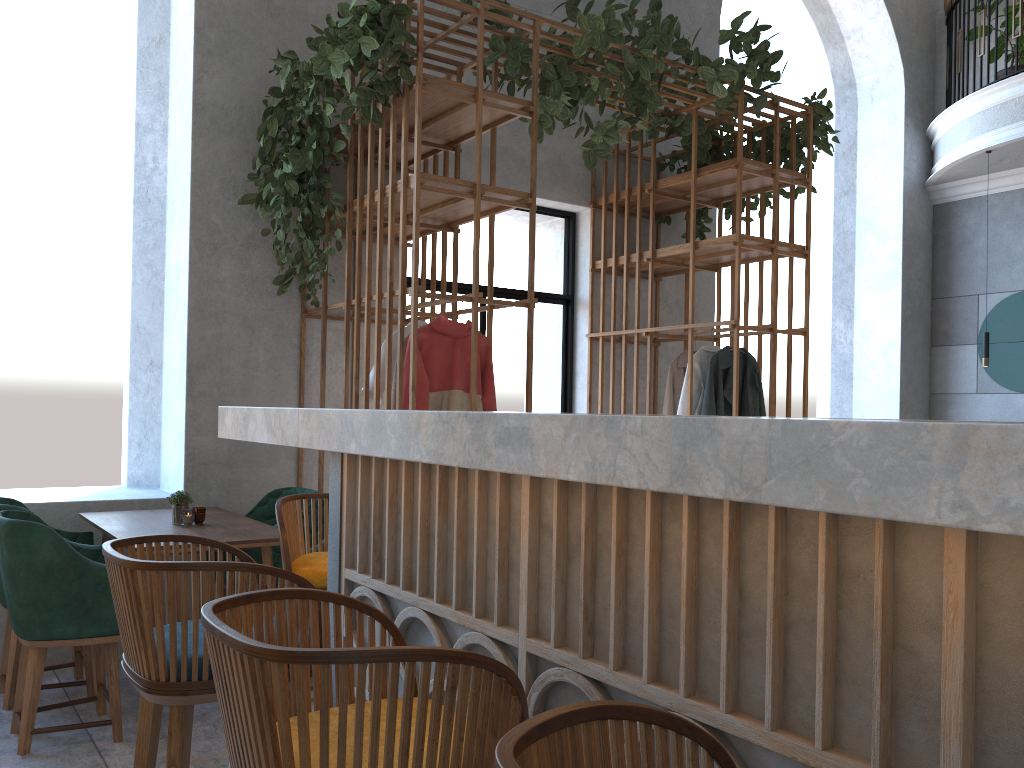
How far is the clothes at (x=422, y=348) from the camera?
4.1 meters

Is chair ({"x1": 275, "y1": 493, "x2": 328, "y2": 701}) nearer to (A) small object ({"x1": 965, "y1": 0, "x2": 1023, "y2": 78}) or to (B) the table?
(B) the table

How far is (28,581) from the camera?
3.1 meters

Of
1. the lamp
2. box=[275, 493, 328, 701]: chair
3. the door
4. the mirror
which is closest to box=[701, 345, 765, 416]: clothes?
the door

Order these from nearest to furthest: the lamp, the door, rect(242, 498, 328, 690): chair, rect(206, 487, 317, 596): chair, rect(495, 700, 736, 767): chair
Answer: rect(495, 700, 736, 767): chair < rect(242, 498, 328, 690): chair < rect(206, 487, 317, 596): chair < the door < the lamp

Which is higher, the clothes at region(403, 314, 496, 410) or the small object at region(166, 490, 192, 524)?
the clothes at region(403, 314, 496, 410)

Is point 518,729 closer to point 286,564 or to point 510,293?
point 286,564

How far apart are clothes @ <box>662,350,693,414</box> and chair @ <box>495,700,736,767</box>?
4.7 meters

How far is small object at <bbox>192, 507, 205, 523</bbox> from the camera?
3.9 meters

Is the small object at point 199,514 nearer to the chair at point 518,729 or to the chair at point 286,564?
the chair at point 286,564
